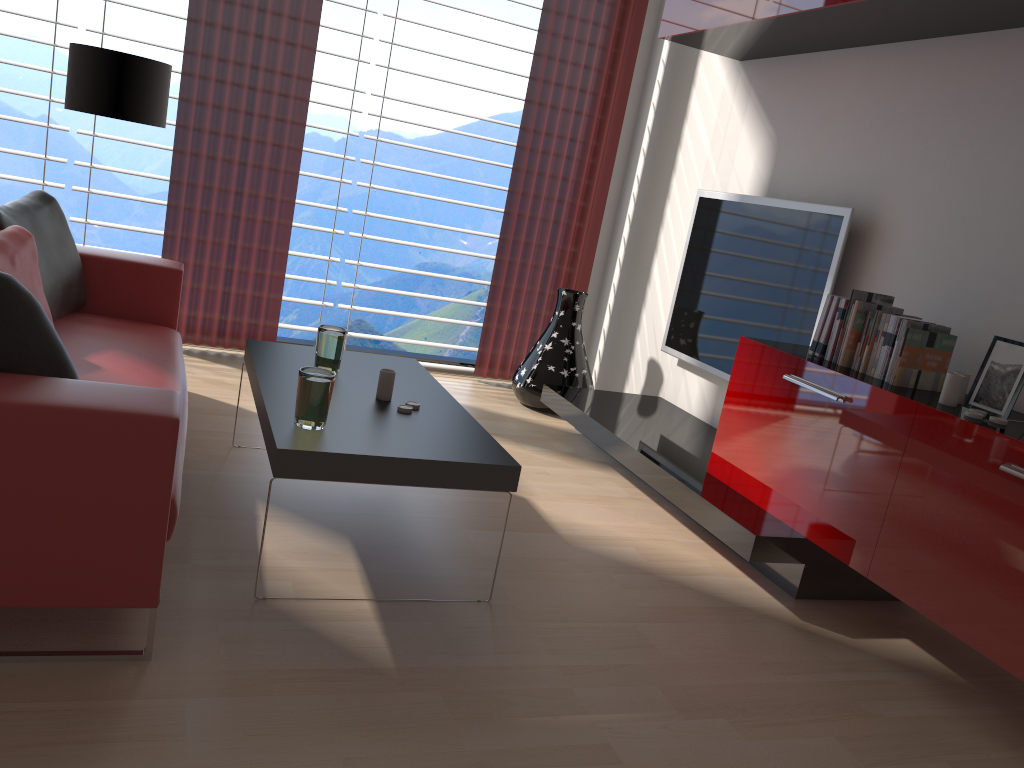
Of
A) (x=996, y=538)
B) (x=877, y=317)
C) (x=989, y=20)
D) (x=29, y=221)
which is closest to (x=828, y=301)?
(x=877, y=317)

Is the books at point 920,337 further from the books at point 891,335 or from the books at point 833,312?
the books at point 833,312

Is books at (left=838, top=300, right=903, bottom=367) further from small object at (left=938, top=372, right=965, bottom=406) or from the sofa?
the sofa

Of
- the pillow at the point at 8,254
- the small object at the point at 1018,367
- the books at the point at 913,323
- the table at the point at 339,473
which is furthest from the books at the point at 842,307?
the pillow at the point at 8,254

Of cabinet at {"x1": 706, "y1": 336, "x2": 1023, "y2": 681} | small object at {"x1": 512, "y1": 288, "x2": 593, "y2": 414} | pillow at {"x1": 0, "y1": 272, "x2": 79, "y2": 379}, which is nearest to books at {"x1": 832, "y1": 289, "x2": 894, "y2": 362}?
cabinet at {"x1": 706, "y1": 336, "x2": 1023, "y2": 681}

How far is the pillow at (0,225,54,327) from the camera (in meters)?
3.91

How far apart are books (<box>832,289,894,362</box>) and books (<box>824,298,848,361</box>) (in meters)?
0.04

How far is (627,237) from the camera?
7.5m

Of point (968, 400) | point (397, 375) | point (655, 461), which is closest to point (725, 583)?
point (655, 461)

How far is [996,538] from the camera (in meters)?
3.17
